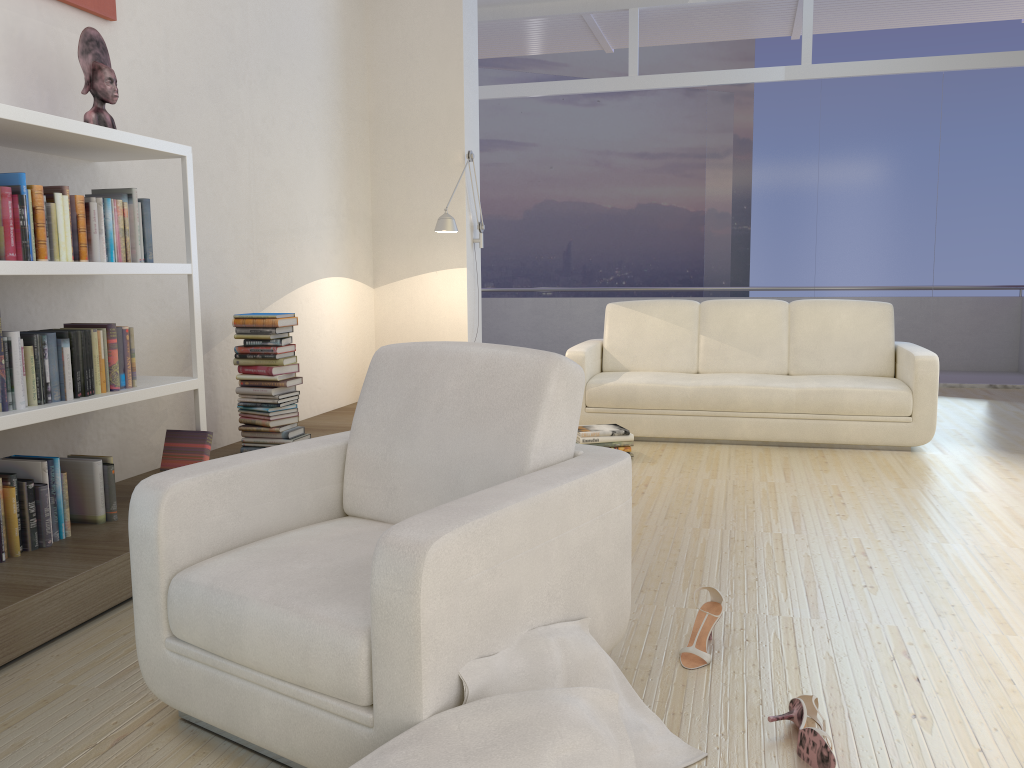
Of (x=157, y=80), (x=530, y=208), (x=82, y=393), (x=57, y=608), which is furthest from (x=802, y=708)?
(x=530, y=208)

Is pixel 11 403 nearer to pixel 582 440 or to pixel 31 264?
pixel 31 264

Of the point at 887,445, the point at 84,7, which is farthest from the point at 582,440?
the point at 84,7

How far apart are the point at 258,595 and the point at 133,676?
0.73m

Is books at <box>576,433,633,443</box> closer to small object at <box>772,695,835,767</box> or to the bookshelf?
the bookshelf

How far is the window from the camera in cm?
766

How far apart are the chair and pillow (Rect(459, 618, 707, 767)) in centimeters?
1cm

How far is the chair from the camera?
1.66m

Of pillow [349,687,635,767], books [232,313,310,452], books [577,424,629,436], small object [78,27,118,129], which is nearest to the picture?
small object [78,27,118,129]

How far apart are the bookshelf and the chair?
0.9m
